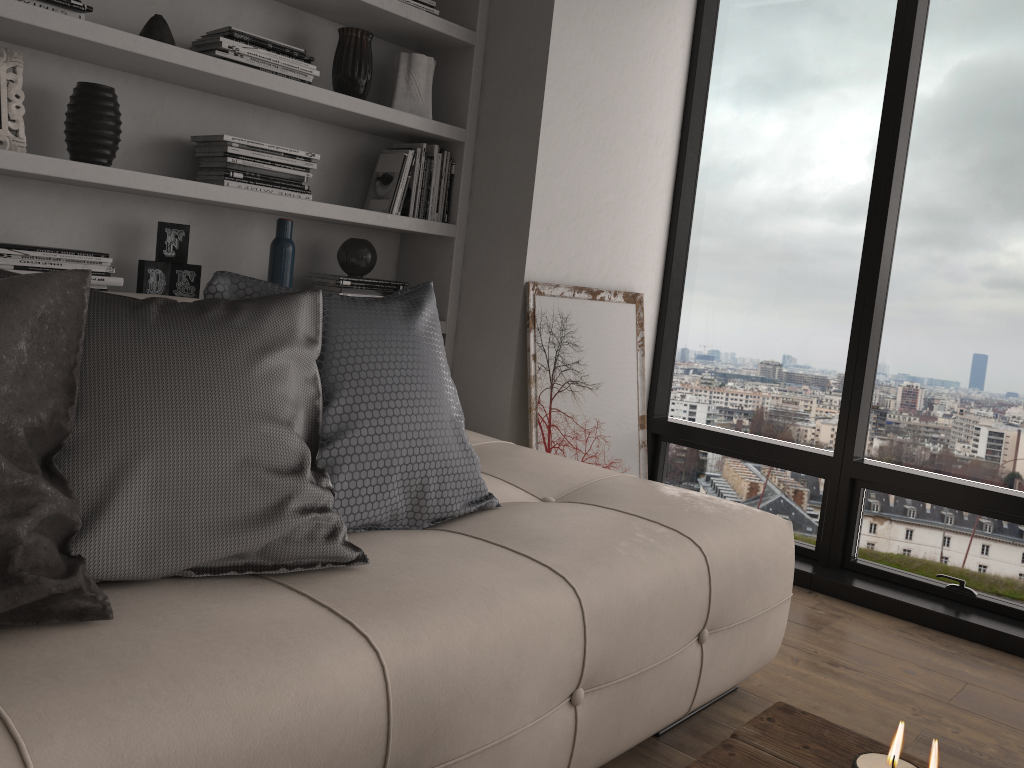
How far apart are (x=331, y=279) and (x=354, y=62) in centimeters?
69cm

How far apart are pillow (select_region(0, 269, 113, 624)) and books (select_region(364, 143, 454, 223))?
1.7m

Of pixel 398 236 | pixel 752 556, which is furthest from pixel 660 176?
pixel 752 556

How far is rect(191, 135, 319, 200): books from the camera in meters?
2.5

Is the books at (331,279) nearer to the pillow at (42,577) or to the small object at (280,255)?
the small object at (280,255)

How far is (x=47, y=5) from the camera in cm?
210

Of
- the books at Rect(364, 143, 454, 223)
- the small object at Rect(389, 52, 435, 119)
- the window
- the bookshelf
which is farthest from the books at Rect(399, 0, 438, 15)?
the window

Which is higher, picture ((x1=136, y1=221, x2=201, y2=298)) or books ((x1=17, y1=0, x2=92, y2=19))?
books ((x1=17, y1=0, x2=92, y2=19))

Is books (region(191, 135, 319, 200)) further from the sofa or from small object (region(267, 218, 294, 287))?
the sofa

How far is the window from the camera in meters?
3.0
